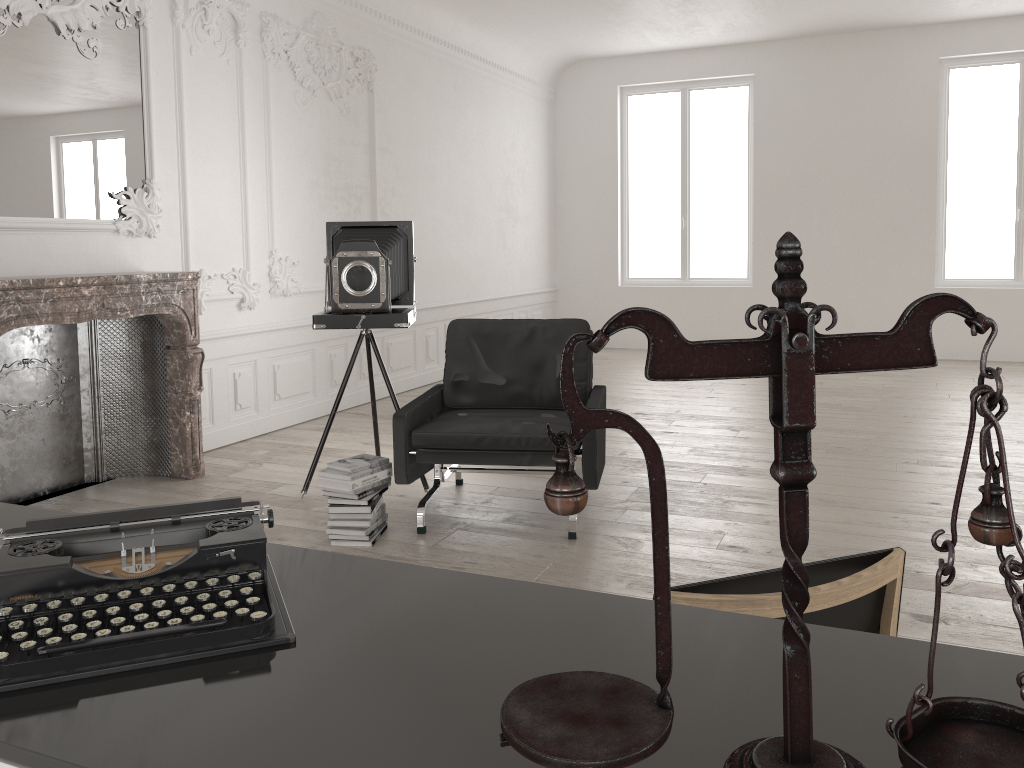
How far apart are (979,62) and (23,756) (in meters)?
11.30

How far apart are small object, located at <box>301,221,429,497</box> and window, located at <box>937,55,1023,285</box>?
7.6 meters

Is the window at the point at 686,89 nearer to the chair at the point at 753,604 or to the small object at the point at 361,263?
the small object at the point at 361,263

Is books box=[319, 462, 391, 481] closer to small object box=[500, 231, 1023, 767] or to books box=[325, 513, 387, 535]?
books box=[325, 513, 387, 535]

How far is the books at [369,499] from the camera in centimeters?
410cm

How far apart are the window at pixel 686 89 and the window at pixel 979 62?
2.13m

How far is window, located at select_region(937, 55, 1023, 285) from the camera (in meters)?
9.82

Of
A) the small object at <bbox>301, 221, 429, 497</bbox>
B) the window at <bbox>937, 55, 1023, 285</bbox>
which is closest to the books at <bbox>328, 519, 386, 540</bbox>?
the small object at <bbox>301, 221, 429, 497</bbox>

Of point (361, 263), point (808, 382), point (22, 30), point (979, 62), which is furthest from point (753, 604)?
point (979, 62)

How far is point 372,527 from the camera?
4.2 meters
